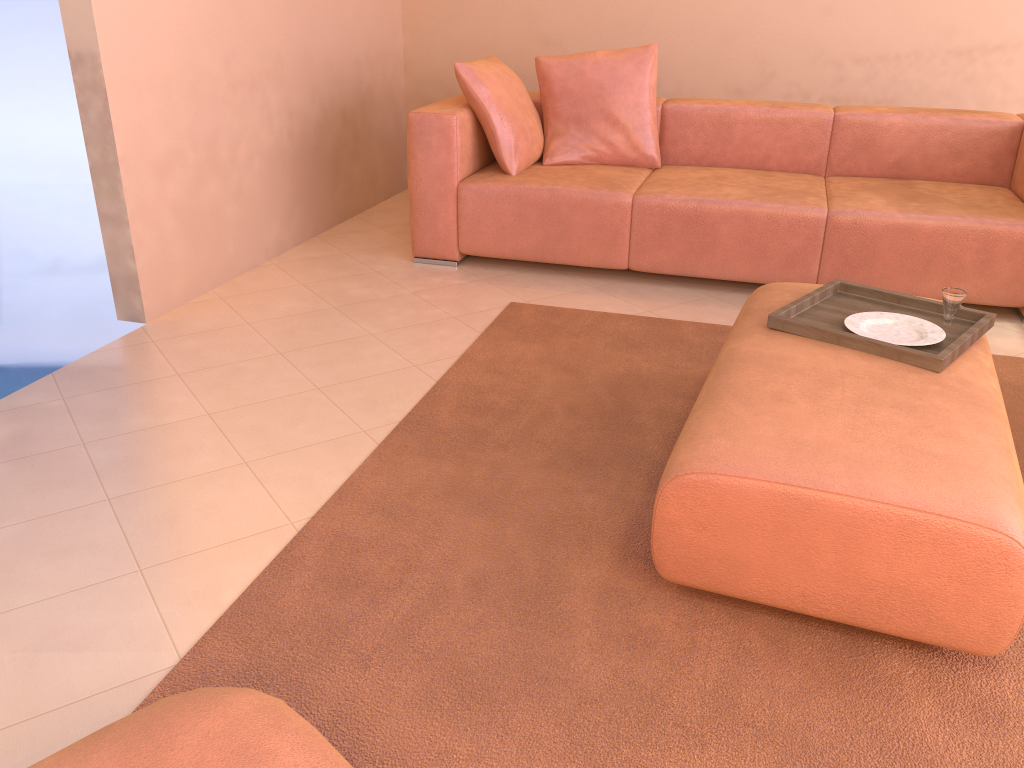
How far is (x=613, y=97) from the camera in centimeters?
398cm

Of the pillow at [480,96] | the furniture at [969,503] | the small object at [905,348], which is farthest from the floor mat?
the pillow at [480,96]

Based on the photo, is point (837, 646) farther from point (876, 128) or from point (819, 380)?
point (876, 128)

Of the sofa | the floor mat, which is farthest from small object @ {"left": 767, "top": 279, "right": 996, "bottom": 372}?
the sofa

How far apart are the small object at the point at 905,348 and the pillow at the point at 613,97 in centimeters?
168cm

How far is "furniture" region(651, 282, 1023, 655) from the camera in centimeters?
156cm

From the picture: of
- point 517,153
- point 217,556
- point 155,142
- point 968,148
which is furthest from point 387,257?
point 968,148

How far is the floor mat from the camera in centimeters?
150cm

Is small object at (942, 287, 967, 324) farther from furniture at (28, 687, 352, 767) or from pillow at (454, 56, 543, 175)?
pillow at (454, 56, 543, 175)

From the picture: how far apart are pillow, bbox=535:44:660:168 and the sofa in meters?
0.0
